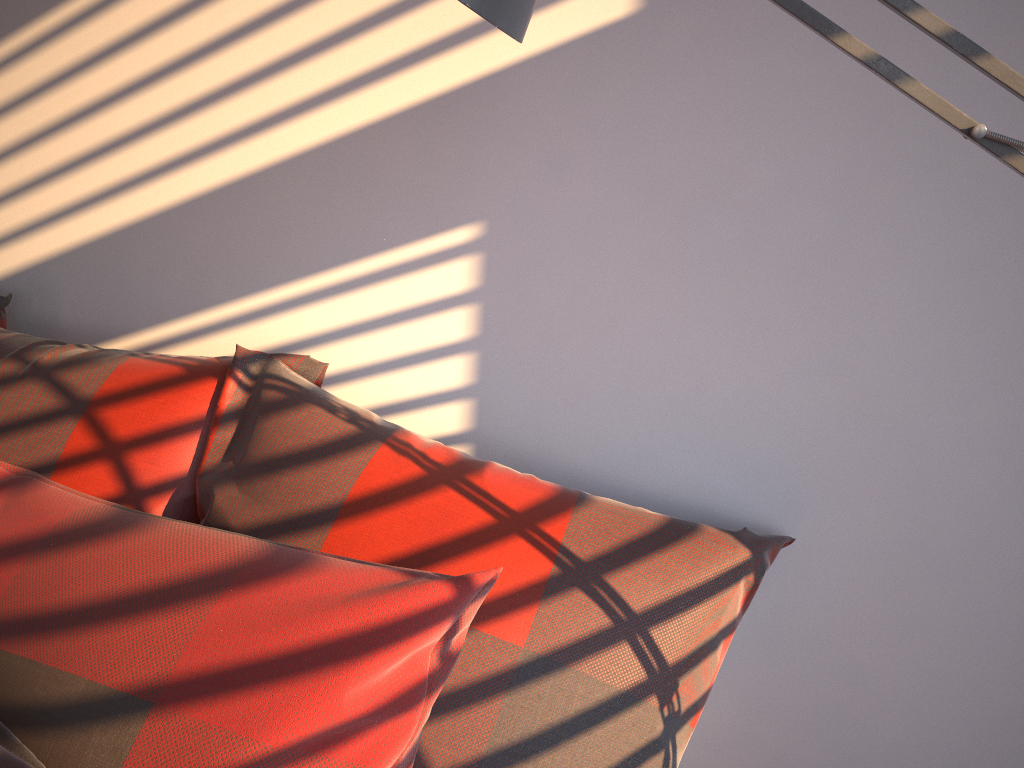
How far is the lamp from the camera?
0.6m

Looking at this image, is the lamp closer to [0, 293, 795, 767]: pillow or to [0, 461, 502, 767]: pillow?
[0, 461, 502, 767]: pillow

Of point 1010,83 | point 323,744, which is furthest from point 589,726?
point 1010,83

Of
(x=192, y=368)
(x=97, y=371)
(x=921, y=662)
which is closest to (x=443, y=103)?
(x=192, y=368)

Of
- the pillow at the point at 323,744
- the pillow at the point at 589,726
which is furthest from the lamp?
the pillow at the point at 589,726

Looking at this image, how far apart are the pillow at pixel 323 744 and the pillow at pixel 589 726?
0.01m

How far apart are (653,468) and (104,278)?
1.0m

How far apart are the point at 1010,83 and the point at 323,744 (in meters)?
0.72

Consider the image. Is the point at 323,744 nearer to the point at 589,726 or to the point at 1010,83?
the point at 589,726

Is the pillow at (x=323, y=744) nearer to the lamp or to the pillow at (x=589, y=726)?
the pillow at (x=589, y=726)
